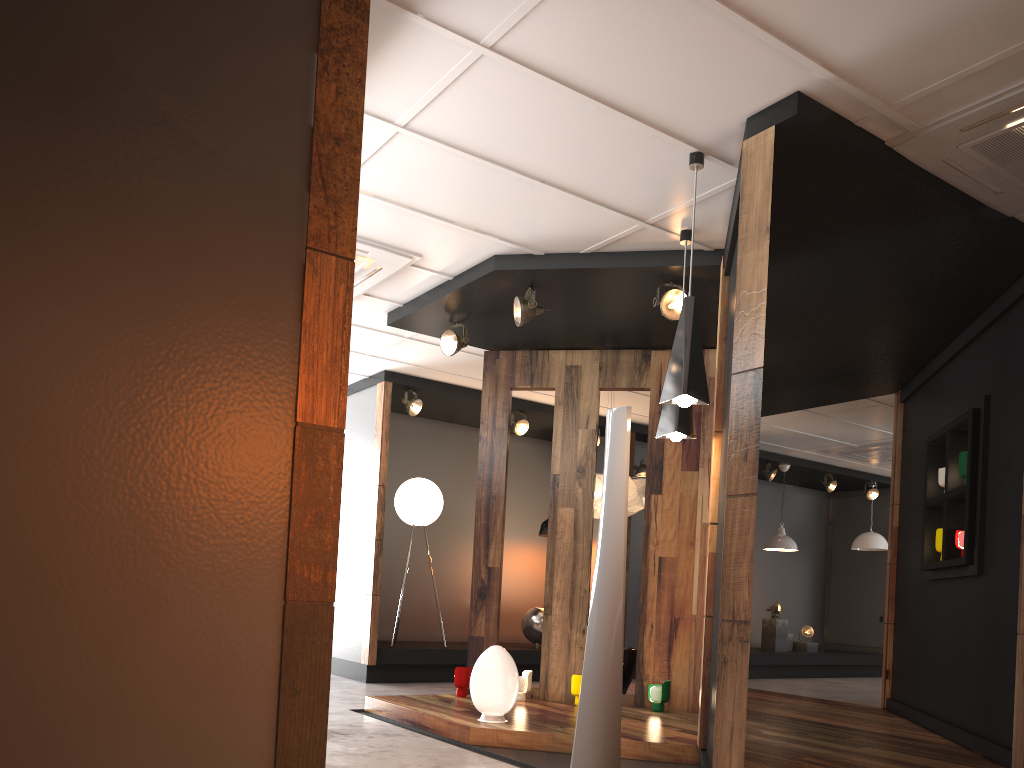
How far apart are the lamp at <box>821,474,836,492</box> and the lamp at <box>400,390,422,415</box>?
6.51m

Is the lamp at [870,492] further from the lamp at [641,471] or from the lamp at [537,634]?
the lamp at [537,634]

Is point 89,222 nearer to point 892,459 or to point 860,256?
point 860,256

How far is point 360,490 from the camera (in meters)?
8.56

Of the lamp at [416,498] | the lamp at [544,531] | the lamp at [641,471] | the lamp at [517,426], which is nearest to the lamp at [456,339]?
the lamp at [416,498]

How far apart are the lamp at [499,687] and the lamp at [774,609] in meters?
7.6 m

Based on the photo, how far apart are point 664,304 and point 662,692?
2.7 meters

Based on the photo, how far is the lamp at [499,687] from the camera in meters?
5.1 m

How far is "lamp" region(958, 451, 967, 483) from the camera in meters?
5.7

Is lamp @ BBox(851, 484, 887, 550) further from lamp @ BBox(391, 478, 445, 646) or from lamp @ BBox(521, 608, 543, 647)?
lamp @ BBox(391, 478, 445, 646)
